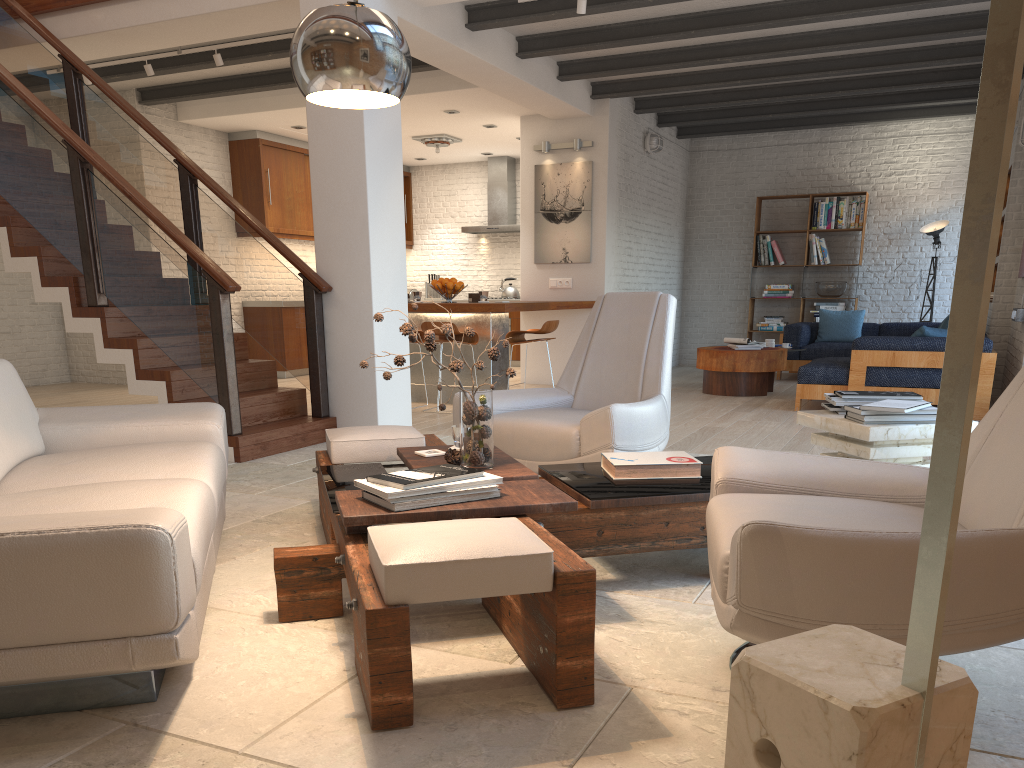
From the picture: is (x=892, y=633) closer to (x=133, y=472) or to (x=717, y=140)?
(x=133, y=472)

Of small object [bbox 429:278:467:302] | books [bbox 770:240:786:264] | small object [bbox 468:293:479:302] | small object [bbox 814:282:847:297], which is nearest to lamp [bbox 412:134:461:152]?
small object [bbox 429:278:467:302]

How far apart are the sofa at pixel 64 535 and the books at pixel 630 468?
1.4m

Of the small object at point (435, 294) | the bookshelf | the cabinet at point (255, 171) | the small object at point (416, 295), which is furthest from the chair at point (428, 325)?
the small object at point (435, 294)

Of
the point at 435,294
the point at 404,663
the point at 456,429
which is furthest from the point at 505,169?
the point at 404,663

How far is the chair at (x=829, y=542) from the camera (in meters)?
1.74

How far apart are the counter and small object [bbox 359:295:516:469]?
4.29m

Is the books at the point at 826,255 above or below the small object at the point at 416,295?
above

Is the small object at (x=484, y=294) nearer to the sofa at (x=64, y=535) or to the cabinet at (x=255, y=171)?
the cabinet at (x=255, y=171)

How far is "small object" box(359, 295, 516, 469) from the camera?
3.1 meters
